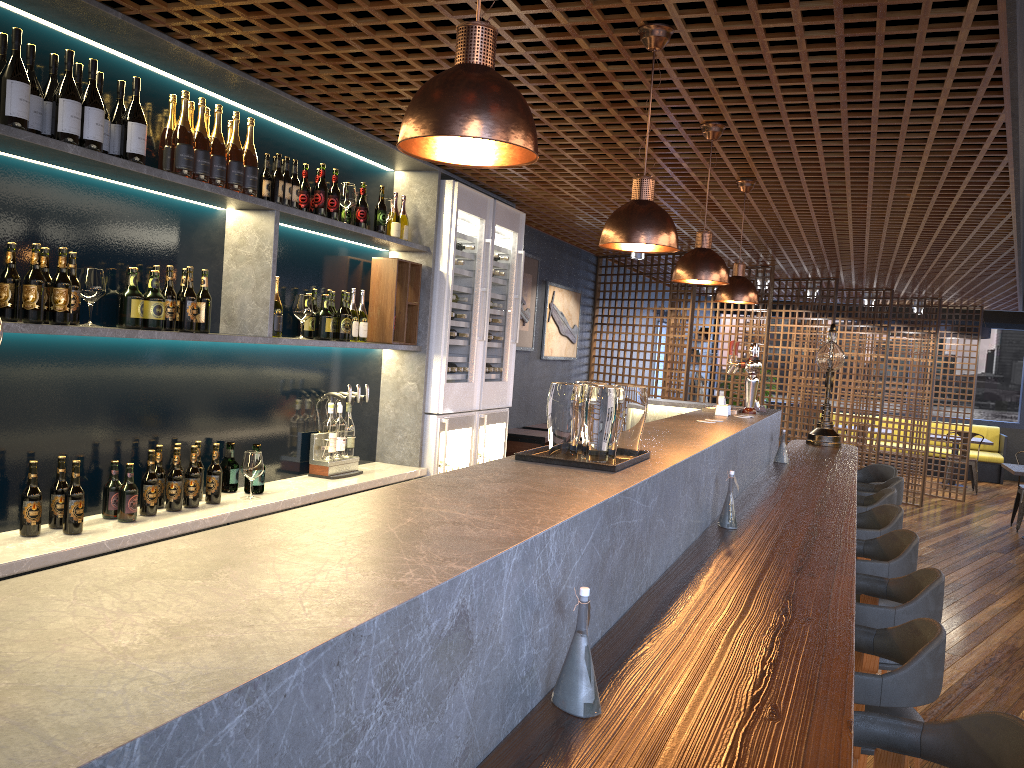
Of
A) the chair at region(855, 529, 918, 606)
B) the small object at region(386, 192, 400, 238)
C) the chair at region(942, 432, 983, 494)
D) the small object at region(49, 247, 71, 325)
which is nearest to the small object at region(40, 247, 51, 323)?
the small object at region(49, 247, 71, 325)

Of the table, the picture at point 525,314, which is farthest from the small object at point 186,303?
the table

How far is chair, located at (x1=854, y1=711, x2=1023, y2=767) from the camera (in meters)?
1.74

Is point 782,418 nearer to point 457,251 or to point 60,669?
point 457,251

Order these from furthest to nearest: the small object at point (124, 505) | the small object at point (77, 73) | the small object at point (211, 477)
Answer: the small object at point (211, 477) → the small object at point (124, 505) → the small object at point (77, 73)

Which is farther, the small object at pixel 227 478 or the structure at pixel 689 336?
the structure at pixel 689 336

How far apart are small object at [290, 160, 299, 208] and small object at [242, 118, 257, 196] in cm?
31

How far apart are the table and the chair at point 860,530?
5.9m

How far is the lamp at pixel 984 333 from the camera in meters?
13.5

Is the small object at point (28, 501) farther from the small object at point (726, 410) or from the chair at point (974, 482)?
the chair at point (974, 482)
